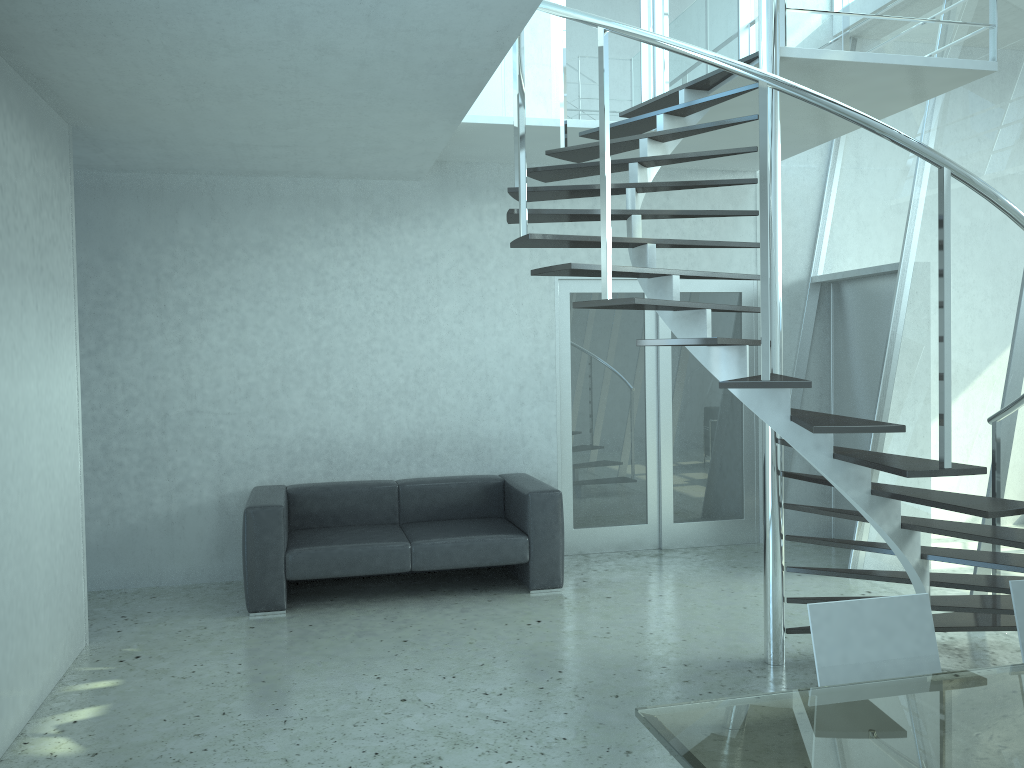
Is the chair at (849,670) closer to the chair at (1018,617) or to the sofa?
the chair at (1018,617)

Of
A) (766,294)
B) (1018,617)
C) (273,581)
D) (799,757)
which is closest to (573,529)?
(273,581)

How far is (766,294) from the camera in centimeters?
310cm

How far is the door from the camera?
6.8 meters

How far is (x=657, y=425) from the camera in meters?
6.9

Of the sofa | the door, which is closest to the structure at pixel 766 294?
the door

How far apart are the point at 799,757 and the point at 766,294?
1.7m

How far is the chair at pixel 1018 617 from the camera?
2.52m

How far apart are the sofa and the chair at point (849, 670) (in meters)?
3.39

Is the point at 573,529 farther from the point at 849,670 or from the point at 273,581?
the point at 849,670
